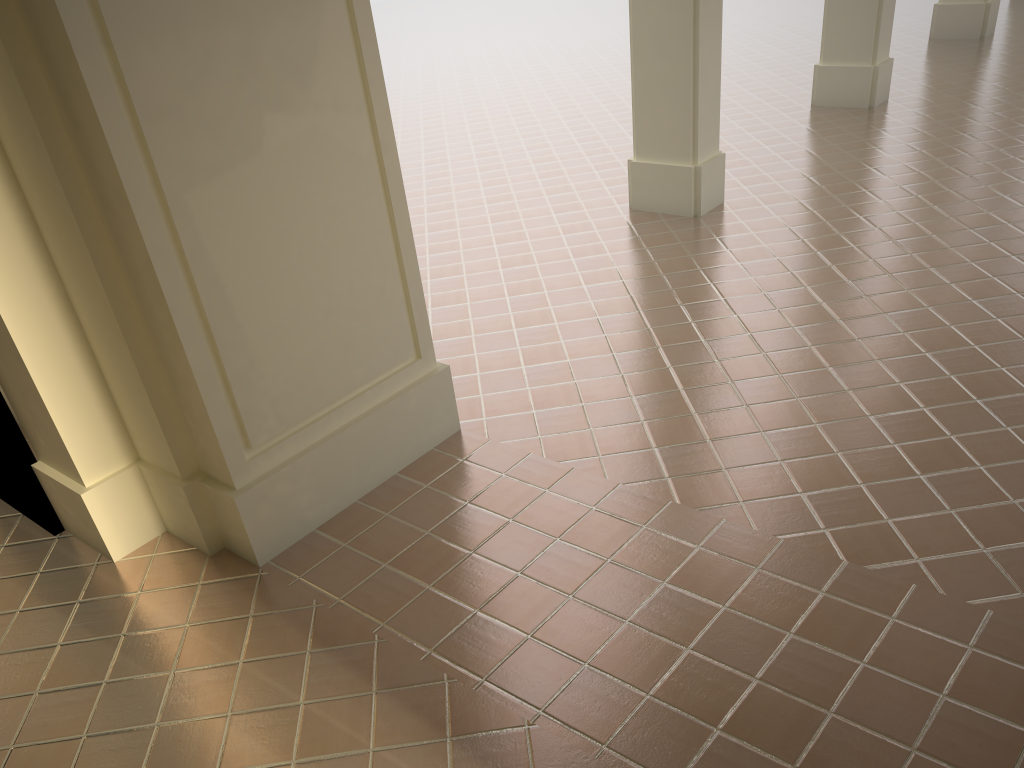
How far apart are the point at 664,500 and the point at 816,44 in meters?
11.8 m

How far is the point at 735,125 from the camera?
10.5m
